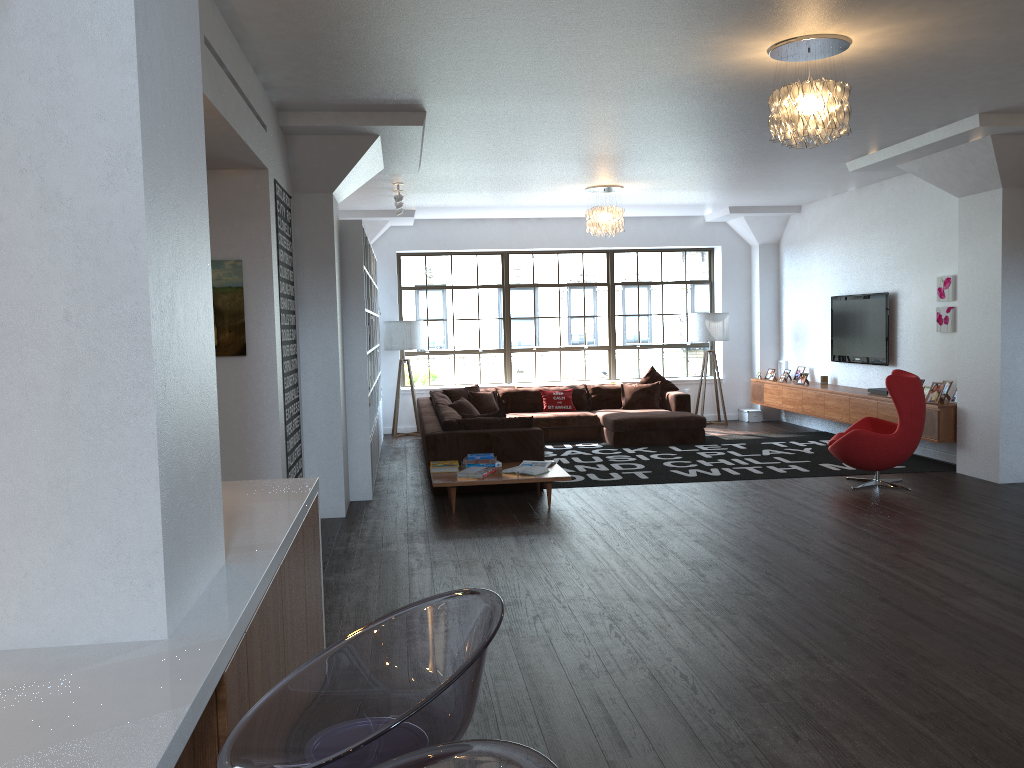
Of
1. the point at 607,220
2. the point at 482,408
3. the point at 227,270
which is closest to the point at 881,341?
the point at 607,220

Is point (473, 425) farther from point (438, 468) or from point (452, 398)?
point (452, 398)

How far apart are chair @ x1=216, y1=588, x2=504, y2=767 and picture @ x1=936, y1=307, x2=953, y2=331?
8.4m

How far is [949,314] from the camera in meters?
8.8 m

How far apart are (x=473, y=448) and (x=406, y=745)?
6.5 meters

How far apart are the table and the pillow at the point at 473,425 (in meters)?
0.64

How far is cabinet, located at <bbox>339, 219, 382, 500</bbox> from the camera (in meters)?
7.55

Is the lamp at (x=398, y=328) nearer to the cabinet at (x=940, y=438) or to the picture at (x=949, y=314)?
the cabinet at (x=940, y=438)

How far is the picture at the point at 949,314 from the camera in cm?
877

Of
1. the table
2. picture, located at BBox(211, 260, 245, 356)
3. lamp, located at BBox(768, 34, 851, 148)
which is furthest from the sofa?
lamp, located at BBox(768, 34, 851, 148)
